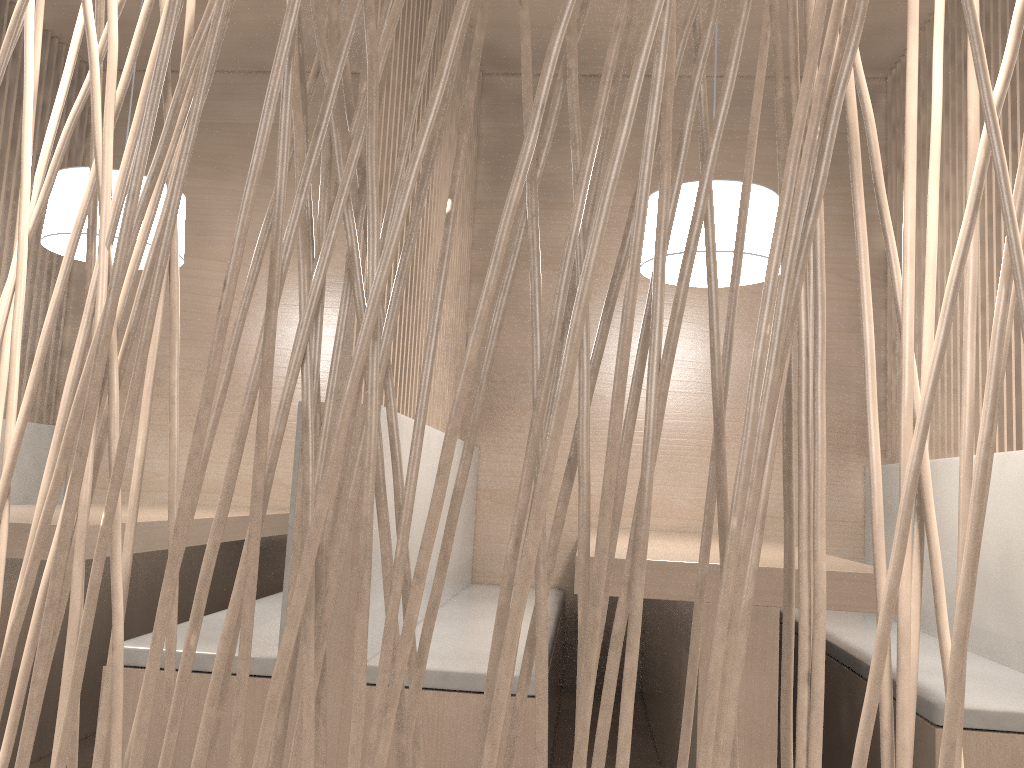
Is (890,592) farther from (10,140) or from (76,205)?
(10,140)

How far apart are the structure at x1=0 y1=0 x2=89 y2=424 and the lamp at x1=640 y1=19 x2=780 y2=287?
1.6m

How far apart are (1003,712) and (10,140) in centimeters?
235cm

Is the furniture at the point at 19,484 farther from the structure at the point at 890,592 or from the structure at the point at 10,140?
the structure at the point at 890,592

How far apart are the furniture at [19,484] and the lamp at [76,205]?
0.67m

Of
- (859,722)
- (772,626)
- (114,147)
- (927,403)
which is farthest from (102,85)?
(927,403)

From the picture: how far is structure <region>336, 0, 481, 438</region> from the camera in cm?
143

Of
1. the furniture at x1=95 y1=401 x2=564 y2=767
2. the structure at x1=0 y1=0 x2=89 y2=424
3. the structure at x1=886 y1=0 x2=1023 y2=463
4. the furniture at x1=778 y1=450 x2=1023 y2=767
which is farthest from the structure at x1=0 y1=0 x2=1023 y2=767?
the structure at x1=0 y1=0 x2=89 y2=424

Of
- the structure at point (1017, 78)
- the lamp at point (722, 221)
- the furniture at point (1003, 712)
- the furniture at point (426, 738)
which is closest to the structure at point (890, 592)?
the furniture at point (426, 738)

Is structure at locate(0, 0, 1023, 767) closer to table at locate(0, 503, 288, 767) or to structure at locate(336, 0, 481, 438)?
structure at locate(336, 0, 481, 438)
